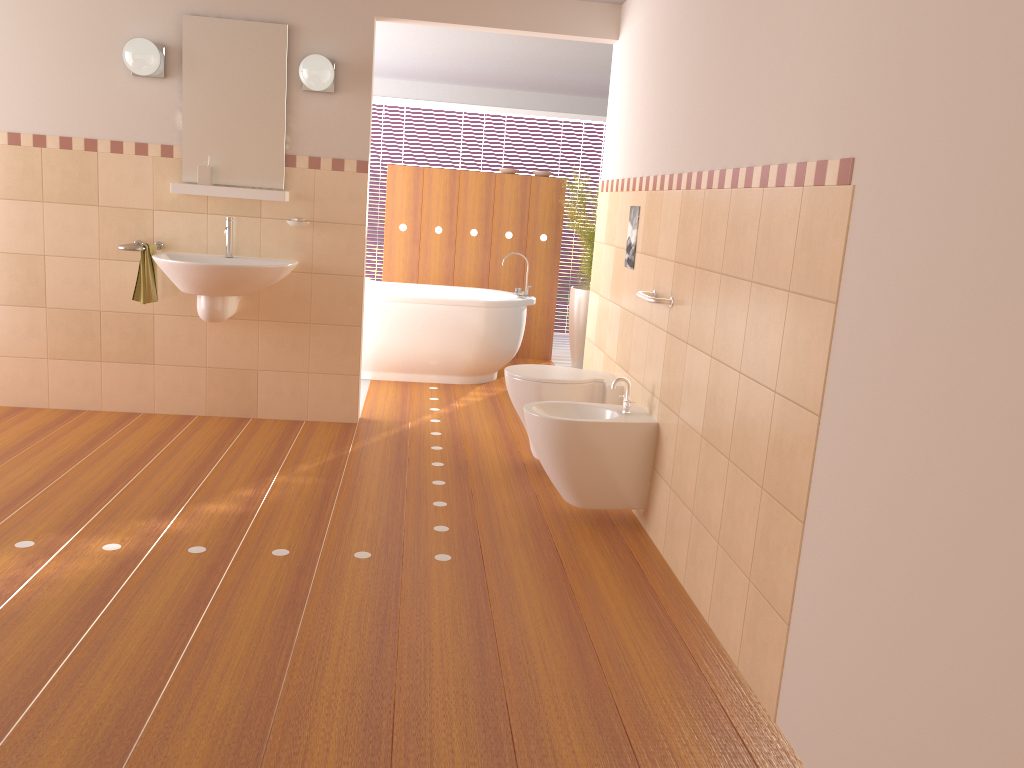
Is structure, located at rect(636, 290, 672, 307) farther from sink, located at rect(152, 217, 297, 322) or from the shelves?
the shelves

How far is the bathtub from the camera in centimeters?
585cm

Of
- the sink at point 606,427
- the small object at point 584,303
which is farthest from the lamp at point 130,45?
the small object at point 584,303

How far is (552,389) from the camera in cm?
399

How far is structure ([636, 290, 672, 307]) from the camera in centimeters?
334cm

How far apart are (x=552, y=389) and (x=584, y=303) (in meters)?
2.87

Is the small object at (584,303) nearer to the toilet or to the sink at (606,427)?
the toilet

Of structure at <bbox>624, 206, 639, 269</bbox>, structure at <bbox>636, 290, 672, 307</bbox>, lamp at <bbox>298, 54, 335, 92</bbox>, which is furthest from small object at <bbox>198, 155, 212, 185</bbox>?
structure at <bbox>636, 290, 672, 307</bbox>

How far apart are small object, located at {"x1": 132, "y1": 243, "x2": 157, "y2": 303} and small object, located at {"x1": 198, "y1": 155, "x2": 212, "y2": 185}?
0.4 meters

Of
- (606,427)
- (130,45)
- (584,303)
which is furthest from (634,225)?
(584,303)
